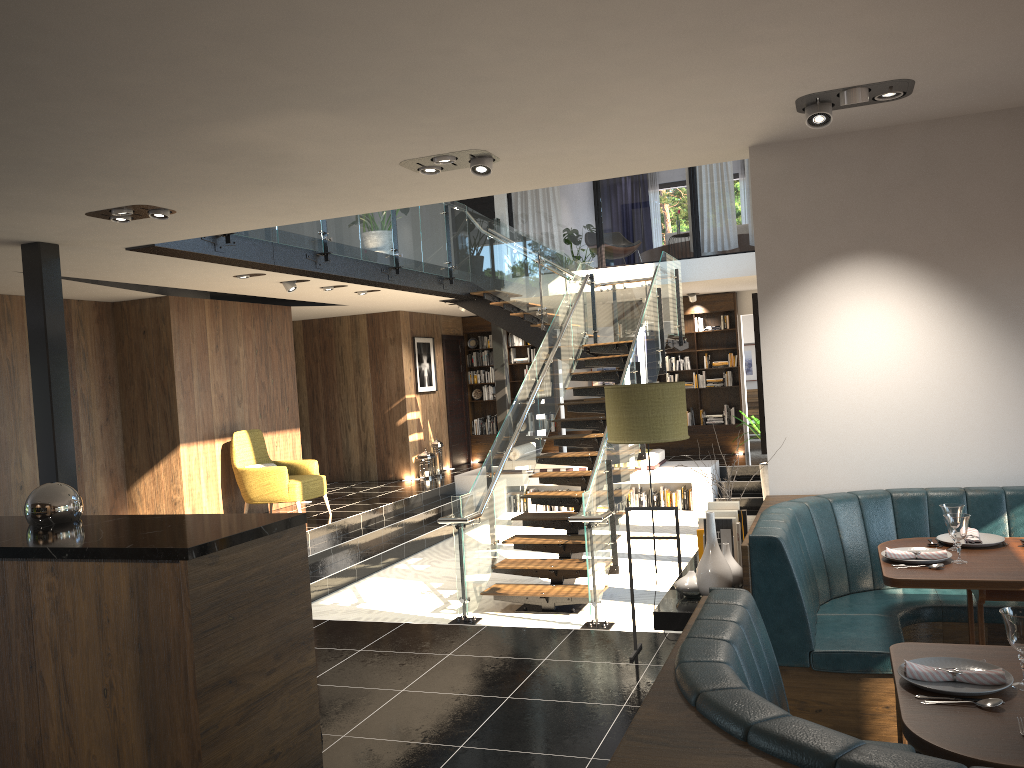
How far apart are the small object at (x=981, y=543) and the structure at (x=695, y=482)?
8.1 meters

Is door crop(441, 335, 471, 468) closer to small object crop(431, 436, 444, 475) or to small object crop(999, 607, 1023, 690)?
small object crop(431, 436, 444, 475)

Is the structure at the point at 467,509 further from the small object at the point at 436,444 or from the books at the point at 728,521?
the books at the point at 728,521

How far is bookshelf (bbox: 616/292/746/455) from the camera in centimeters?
1474cm

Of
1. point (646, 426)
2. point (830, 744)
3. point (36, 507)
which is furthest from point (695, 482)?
point (830, 744)

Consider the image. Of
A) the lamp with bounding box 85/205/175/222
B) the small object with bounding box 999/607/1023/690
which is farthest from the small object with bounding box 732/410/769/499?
the small object with bounding box 999/607/1023/690

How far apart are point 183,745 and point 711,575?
2.1 meters

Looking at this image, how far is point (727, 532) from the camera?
4.08m

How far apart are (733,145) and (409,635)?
3.41m

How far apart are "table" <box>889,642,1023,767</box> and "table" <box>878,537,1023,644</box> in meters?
0.8 m
